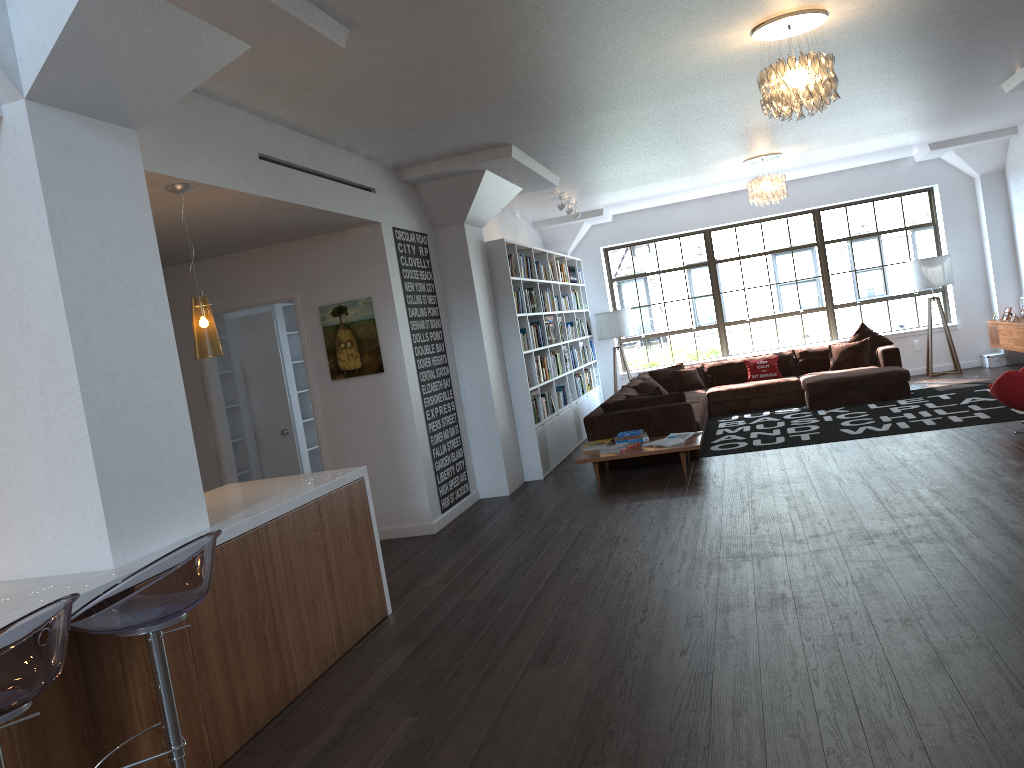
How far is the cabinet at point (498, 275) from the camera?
8.7m

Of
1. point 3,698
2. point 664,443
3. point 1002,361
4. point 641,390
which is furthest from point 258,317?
point 1002,361

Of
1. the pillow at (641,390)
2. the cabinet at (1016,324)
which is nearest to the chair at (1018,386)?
the cabinet at (1016,324)

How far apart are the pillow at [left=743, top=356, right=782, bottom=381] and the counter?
7.9 meters

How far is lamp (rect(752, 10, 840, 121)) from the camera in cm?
503

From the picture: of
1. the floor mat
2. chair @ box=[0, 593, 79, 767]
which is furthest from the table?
chair @ box=[0, 593, 79, 767]

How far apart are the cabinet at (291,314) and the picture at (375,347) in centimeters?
226cm

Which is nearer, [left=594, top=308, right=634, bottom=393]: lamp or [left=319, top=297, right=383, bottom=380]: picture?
[left=319, top=297, right=383, bottom=380]: picture

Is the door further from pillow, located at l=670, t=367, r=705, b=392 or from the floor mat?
pillow, located at l=670, t=367, r=705, b=392

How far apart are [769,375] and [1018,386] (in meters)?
4.69
